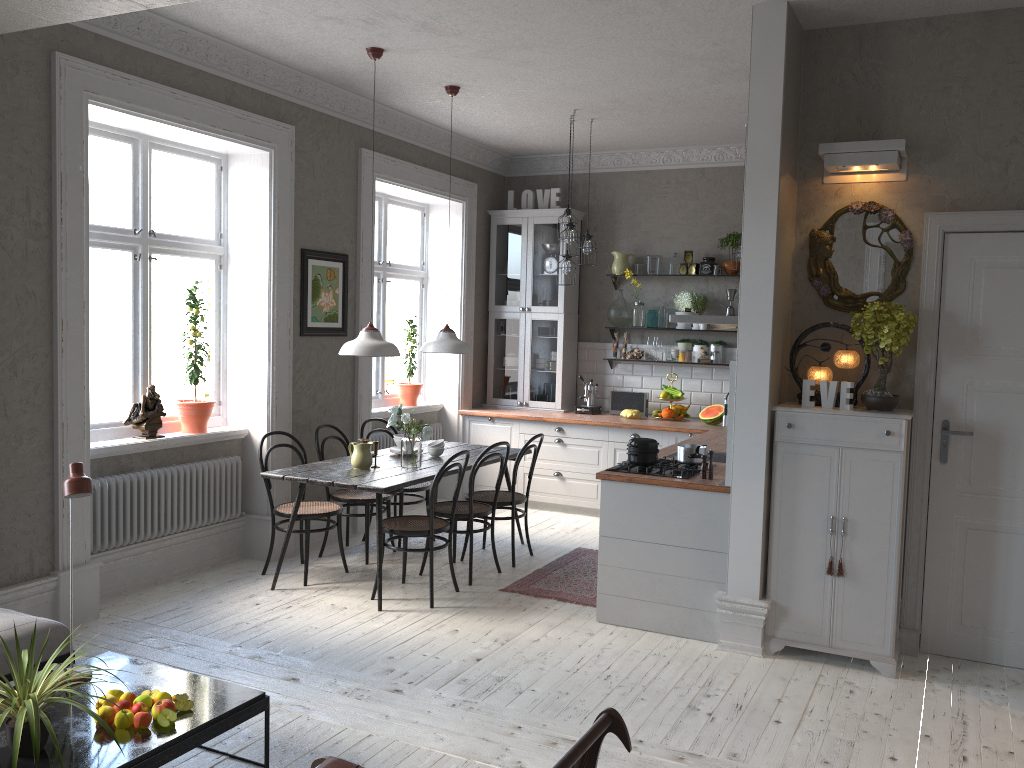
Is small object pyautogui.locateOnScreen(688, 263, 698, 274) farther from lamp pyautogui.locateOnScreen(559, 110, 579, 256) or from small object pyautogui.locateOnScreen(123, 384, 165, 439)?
small object pyautogui.locateOnScreen(123, 384, 165, 439)

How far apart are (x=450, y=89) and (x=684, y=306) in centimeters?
302cm

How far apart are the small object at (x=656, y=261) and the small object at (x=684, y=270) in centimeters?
22cm

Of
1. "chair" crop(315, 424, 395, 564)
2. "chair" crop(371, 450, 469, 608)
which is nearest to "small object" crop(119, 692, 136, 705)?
"chair" crop(371, 450, 469, 608)

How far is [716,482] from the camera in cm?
473

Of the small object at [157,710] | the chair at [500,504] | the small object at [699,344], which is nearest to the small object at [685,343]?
the small object at [699,344]

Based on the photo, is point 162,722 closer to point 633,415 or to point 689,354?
point 633,415

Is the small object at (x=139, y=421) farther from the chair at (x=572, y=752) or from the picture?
the chair at (x=572, y=752)

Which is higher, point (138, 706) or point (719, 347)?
point (719, 347)

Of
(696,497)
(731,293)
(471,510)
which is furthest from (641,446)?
(731,293)
